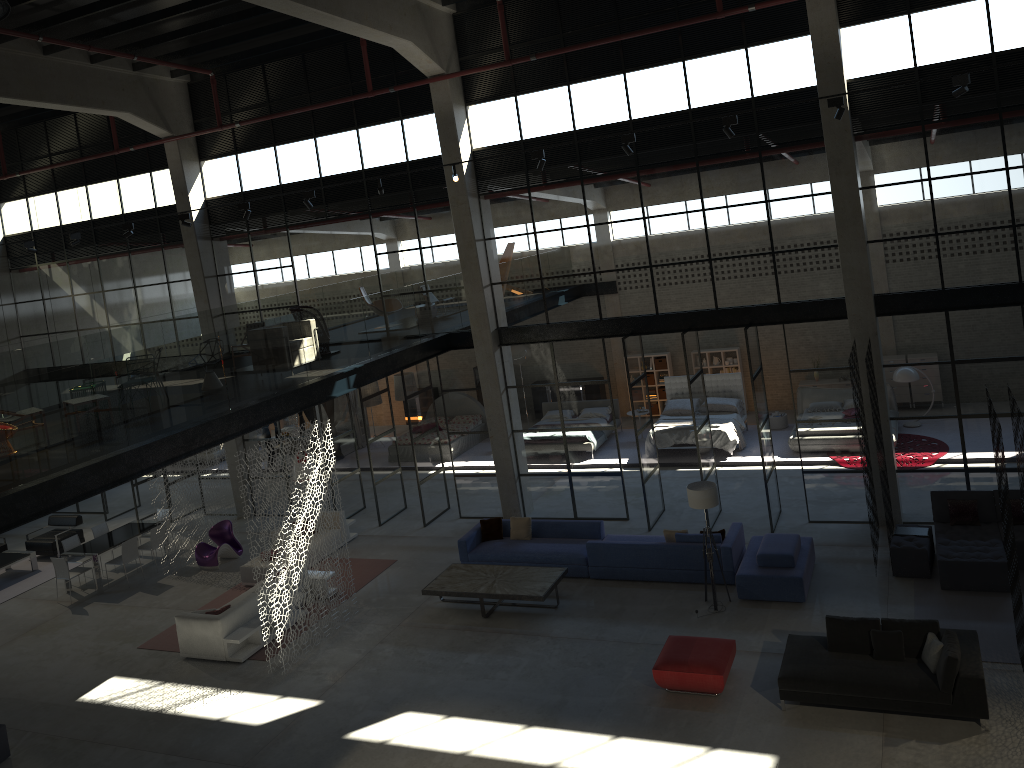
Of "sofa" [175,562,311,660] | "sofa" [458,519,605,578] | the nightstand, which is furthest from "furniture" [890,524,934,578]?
"sofa" [175,562,311,660]

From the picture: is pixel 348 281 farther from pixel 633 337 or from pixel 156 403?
pixel 156 403

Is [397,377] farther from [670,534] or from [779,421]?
[670,534]

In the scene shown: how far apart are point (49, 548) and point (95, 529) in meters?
1.8

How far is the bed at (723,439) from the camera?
19.6 meters

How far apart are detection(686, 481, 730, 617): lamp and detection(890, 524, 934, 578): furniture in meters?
2.8

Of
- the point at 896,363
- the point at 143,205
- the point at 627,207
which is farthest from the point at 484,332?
the point at 143,205

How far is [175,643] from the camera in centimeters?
1451cm

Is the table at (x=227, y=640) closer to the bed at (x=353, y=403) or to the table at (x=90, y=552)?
the table at (x=90, y=552)

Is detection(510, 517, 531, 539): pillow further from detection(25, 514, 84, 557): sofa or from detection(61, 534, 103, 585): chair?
detection(25, 514, 84, 557): sofa
